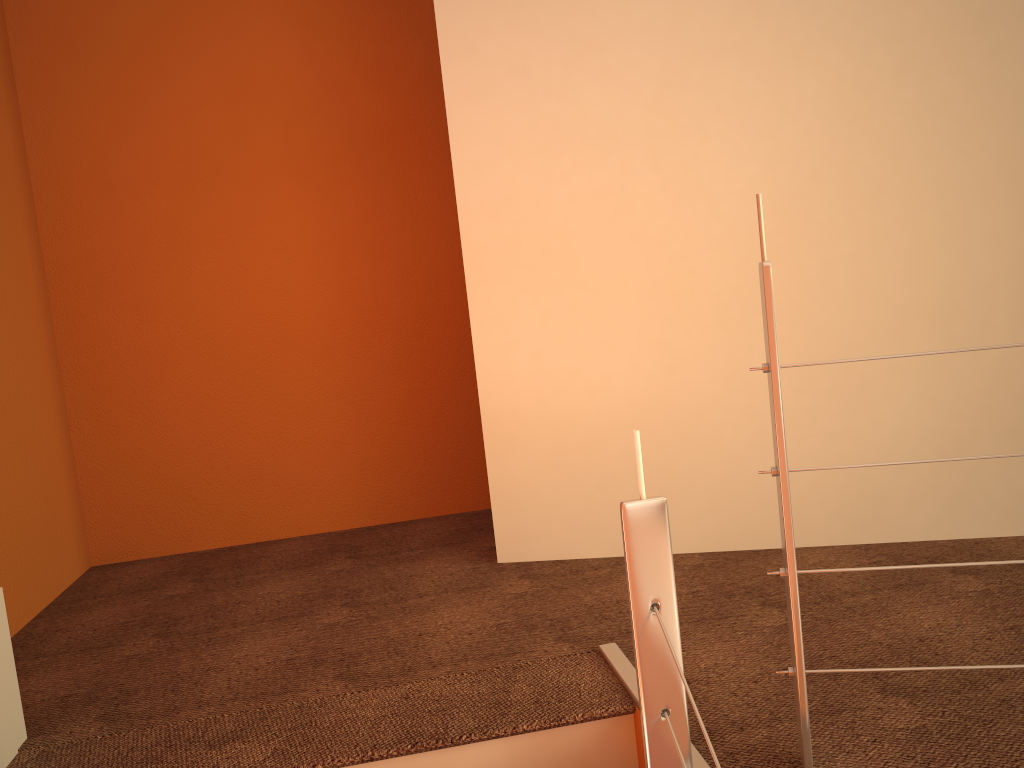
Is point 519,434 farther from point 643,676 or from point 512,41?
point 643,676

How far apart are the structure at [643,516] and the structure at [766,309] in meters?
0.2

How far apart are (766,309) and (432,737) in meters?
1.0 m

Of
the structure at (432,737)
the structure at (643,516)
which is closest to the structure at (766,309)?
the structure at (643,516)

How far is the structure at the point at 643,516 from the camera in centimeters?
127cm

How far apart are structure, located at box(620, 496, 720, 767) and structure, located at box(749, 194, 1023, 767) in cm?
19

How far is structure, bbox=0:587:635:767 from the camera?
1.6m

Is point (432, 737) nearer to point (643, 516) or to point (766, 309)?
point (643, 516)

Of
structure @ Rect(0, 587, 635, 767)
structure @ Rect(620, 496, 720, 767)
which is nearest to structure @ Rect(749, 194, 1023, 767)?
structure @ Rect(620, 496, 720, 767)

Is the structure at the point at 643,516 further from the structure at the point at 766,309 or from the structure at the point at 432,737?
the structure at the point at 432,737
